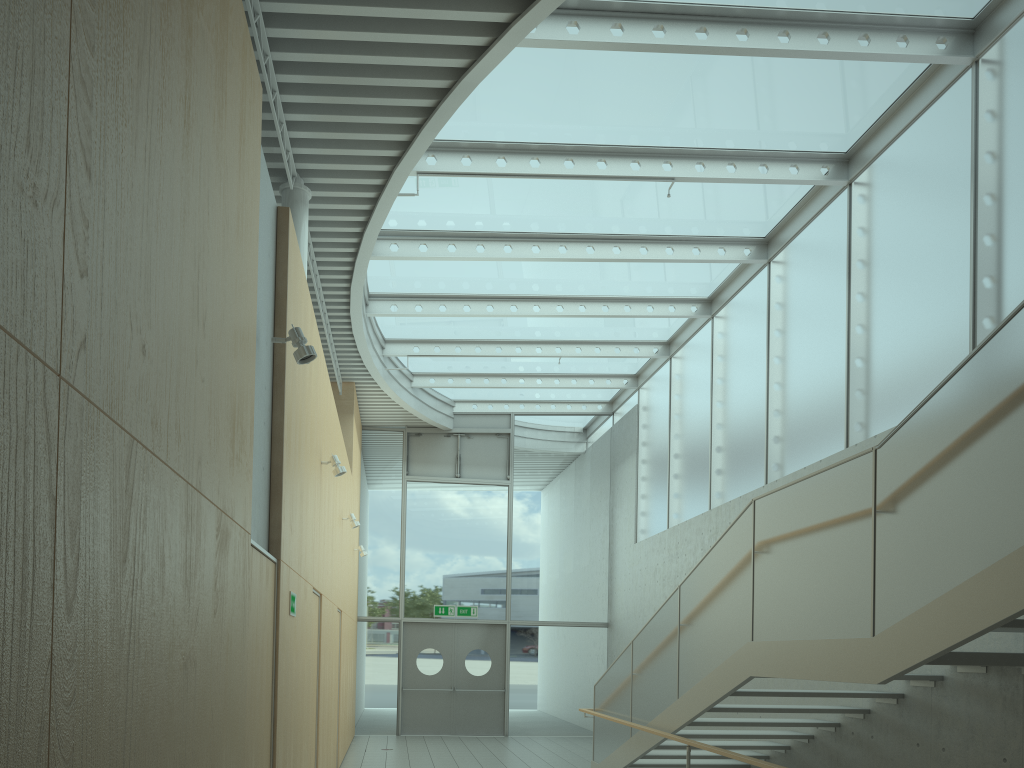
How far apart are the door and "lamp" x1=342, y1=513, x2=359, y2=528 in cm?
536

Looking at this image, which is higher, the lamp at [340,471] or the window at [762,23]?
the window at [762,23]

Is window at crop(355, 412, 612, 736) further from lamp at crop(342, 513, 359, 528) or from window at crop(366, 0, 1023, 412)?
lamp at crop(342, 513, 359, 528)

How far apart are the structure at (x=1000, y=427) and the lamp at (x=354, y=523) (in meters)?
3.42

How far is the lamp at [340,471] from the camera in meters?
7.4 m

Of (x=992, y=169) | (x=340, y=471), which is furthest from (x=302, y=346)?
(x=992, y=169)

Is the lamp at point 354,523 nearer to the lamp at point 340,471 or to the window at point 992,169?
the lamp at point 340,471

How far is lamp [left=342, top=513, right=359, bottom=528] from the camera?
10.4 meters

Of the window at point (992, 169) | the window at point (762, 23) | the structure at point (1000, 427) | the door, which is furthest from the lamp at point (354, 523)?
the door

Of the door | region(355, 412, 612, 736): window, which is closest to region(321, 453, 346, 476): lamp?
region(355, 412, 612, 736): window
